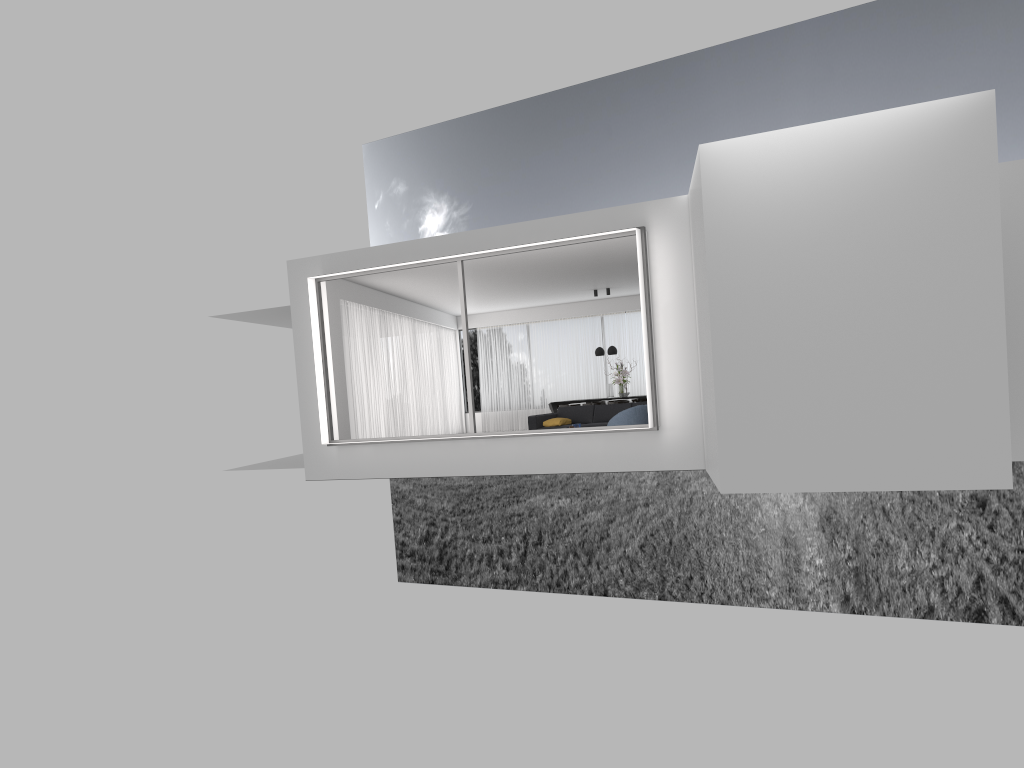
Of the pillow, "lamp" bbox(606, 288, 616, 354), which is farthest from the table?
the pillow

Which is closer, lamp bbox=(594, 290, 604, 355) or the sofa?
the sofa

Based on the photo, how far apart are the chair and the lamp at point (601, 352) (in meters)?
7.00

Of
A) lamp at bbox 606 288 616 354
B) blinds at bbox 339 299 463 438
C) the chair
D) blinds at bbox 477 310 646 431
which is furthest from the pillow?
blinds at bbox 477 310 646 431

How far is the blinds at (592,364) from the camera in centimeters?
2220cm

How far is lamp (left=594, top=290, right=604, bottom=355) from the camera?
19.6m

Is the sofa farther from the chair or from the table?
the table

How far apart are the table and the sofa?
3.6 meters

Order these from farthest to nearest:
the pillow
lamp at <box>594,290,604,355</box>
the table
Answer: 1. the table
2. lamp at <box>594,290,604,355</box>
3. the pillow

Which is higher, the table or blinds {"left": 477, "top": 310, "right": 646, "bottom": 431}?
blinds {"left": 477, "top": 310, "right": 646, "bottom": 431}
